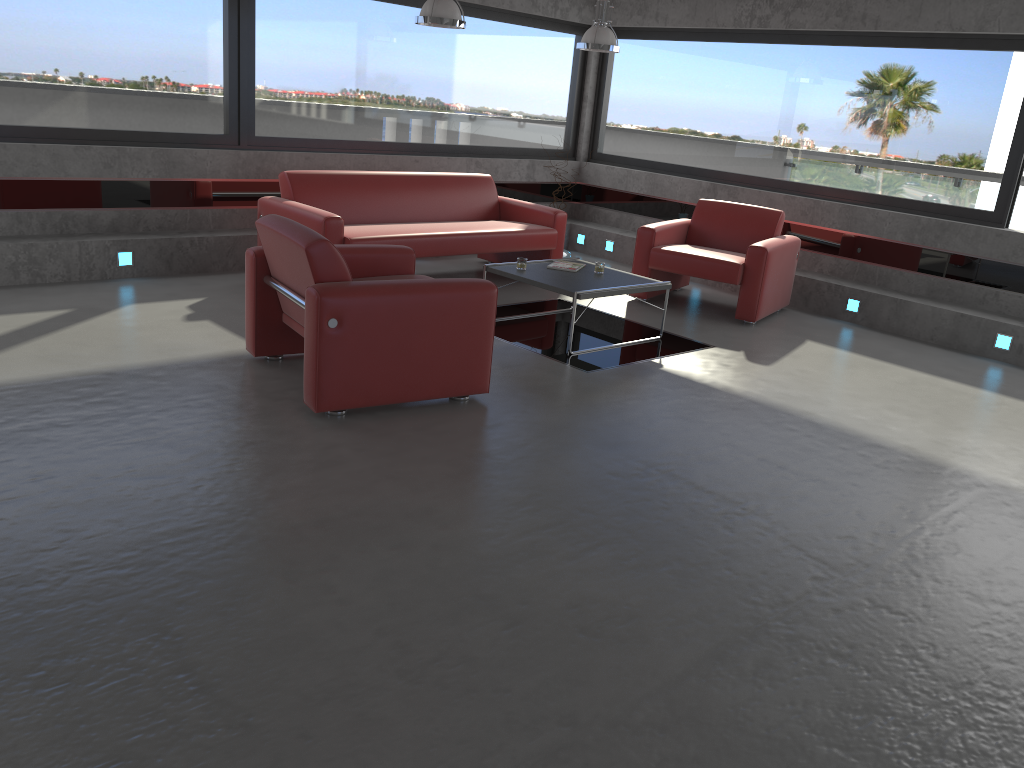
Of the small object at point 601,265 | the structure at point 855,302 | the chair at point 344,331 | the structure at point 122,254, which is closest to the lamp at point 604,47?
the small object at point 601,265

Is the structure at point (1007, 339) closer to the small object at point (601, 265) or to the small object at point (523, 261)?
the small object at point (601, 265)

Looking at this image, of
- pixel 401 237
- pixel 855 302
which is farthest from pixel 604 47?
pixel 855 302

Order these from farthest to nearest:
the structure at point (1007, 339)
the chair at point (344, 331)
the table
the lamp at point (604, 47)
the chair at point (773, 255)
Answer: the lamp at point (604, 47) → the chair at point (773, 255) → the structure at point (1007, 339) → the table → the chair at point (344, 331)

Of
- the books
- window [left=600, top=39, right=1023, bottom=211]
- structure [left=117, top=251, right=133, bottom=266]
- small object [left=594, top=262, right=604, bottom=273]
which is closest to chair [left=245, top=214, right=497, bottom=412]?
the books

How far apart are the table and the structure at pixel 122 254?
2.8m

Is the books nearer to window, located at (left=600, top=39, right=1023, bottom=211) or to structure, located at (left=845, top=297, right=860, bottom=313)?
structure, located at (left=845, top=297, right=860, bottom=313)

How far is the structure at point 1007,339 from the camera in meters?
7.0 m

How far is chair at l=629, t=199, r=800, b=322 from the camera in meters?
7.3 m

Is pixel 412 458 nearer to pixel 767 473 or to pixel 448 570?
pixel 448 570
